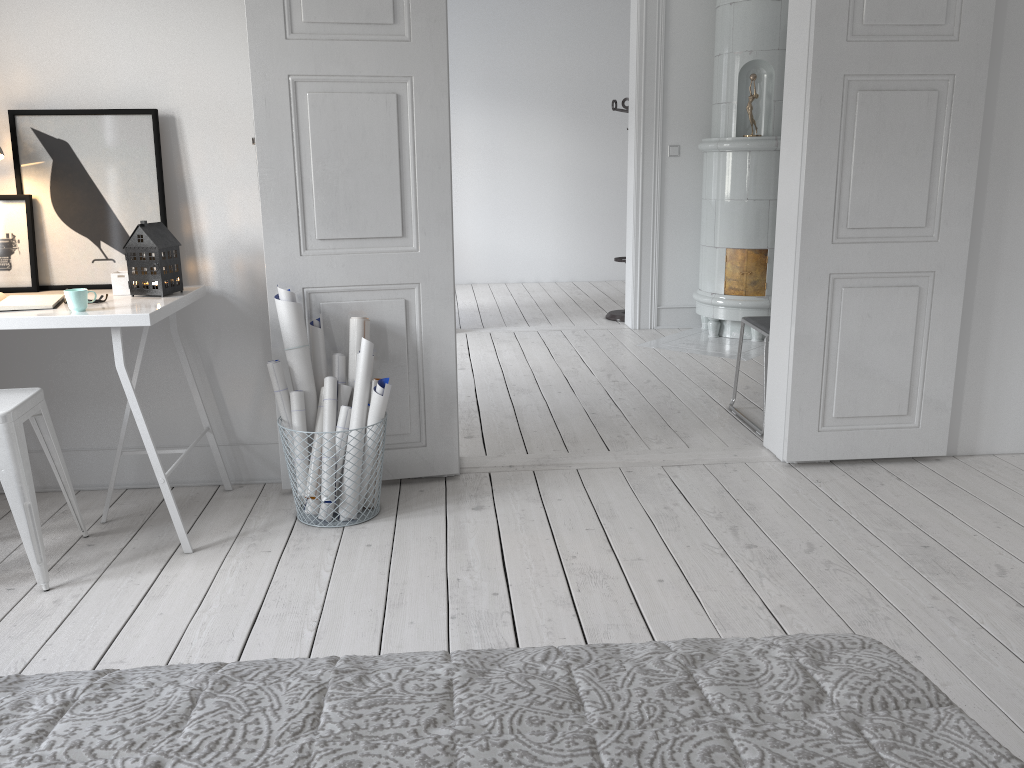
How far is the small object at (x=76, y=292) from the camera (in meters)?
2.62

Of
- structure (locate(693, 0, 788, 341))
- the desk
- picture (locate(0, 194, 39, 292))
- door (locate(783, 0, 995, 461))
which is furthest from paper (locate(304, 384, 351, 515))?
structure (locate(693, 0, 788, 341))

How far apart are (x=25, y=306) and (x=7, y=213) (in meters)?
0.58

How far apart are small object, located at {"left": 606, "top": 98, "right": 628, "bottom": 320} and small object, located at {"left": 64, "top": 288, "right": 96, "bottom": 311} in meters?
4.7

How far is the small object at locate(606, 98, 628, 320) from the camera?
6.88m

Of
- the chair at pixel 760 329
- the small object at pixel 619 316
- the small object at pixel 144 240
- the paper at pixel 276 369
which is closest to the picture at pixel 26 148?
the small object at pixel 144 240

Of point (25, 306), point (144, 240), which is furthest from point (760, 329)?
point (25, 306)

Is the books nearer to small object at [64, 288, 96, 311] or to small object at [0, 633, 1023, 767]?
small object at [64, 288, 96, 311]

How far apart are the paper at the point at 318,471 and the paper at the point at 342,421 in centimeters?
8cm

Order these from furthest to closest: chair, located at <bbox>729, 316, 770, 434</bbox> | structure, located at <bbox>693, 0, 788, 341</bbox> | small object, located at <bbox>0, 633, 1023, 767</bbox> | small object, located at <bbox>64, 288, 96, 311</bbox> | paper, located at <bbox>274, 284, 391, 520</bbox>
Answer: structure, located at <bbox>693, 0, 788, 341</bbox> < chair, located at <bbox>729, 316, 770, 434</bbox> < paper, located at <bbox>274, 284, 391, 520</bbox> < small object, located at <bbox>64, 288, 96, 311</bbox> < small object, located at <bbox>0, 633, 1023, 767</bbox>
